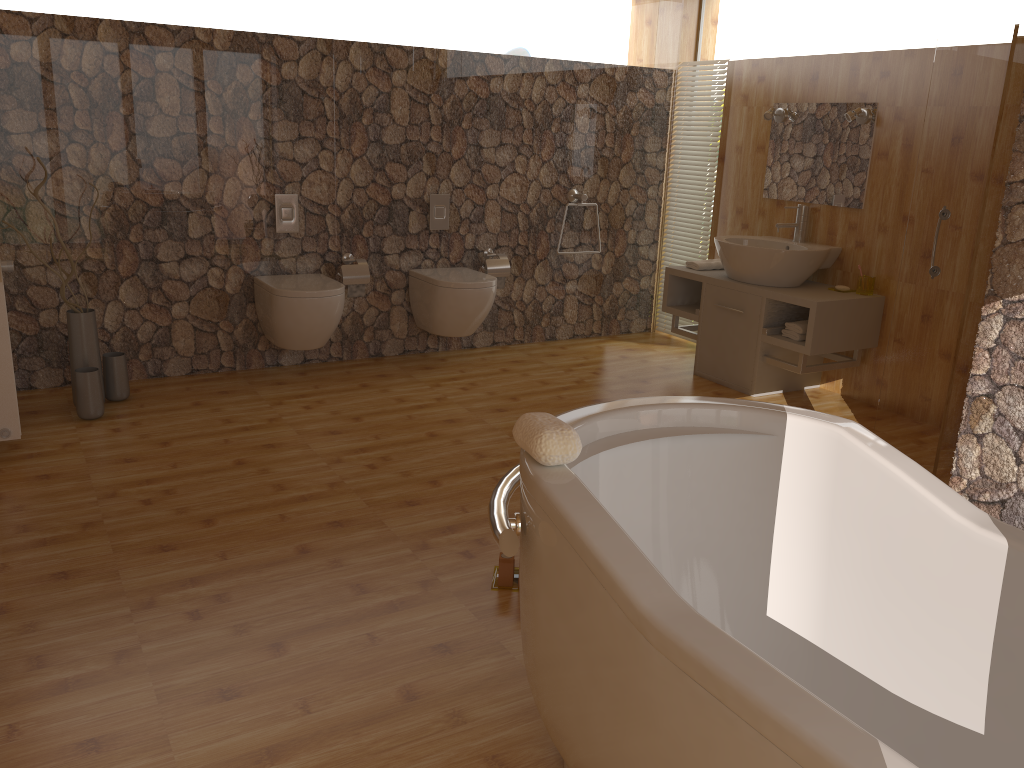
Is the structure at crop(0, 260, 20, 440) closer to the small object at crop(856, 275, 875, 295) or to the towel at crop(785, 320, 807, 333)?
the towel at crop(785, 320, 807, 333)

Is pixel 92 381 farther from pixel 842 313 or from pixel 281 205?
pixel 842 313

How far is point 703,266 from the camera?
5.1m

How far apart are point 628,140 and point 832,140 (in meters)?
1.36

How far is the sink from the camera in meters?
4.5

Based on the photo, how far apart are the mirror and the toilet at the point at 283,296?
2.5 meters

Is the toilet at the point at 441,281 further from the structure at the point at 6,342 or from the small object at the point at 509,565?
the small object at the point at 509,565

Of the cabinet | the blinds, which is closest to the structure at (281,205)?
the cabinet

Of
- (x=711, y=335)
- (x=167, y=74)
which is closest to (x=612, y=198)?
(x=711, y=335)

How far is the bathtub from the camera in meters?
1.3
